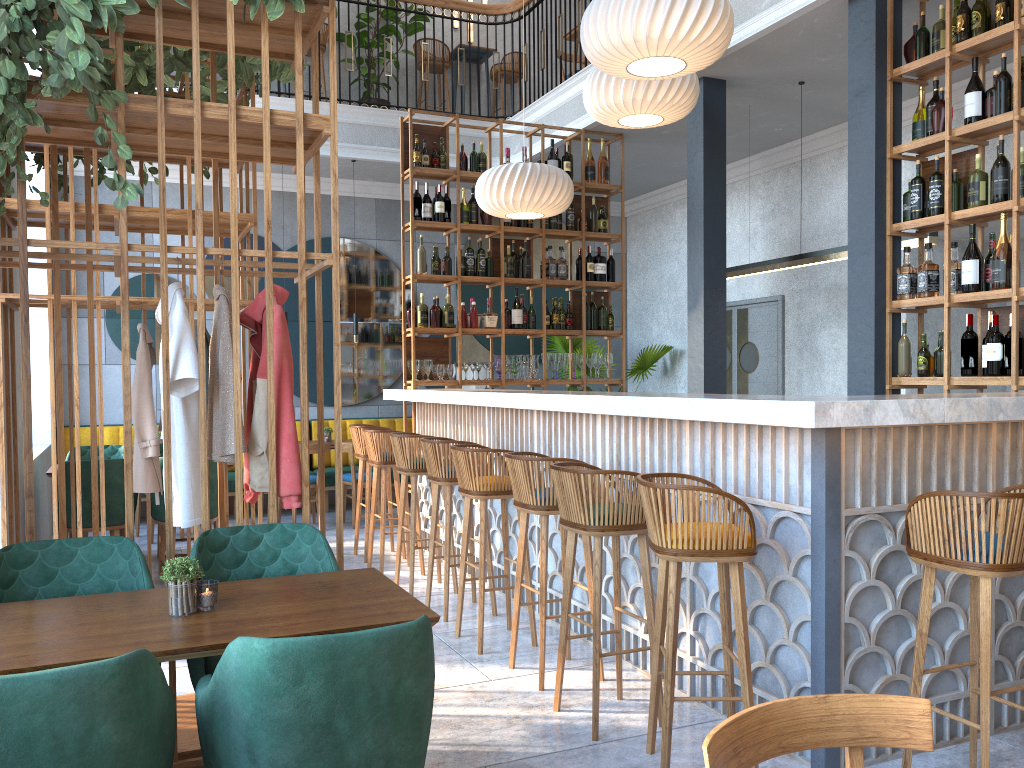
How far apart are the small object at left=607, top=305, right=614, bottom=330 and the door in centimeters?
176cm

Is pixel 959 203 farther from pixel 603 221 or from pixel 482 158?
pixel 482 158

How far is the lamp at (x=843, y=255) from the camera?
6.1m

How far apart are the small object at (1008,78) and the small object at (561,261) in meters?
3.8 m

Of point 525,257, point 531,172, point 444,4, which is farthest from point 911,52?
point 444,4

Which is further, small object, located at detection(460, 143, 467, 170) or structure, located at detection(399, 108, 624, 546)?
small object, located at detection(460, 143, 467, 170)

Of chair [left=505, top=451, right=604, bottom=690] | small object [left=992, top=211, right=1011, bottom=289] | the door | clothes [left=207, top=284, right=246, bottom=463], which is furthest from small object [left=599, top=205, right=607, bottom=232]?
clothes [left=207, top=284, right=246, bottom=463]

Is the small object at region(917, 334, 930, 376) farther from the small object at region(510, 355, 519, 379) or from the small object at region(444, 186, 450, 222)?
the small object at region(444, 186, 450, 222)

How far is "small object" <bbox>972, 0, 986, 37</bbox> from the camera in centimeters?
447cm

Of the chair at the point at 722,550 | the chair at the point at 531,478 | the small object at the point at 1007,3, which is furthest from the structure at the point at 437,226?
the chair at the point at 722,550
